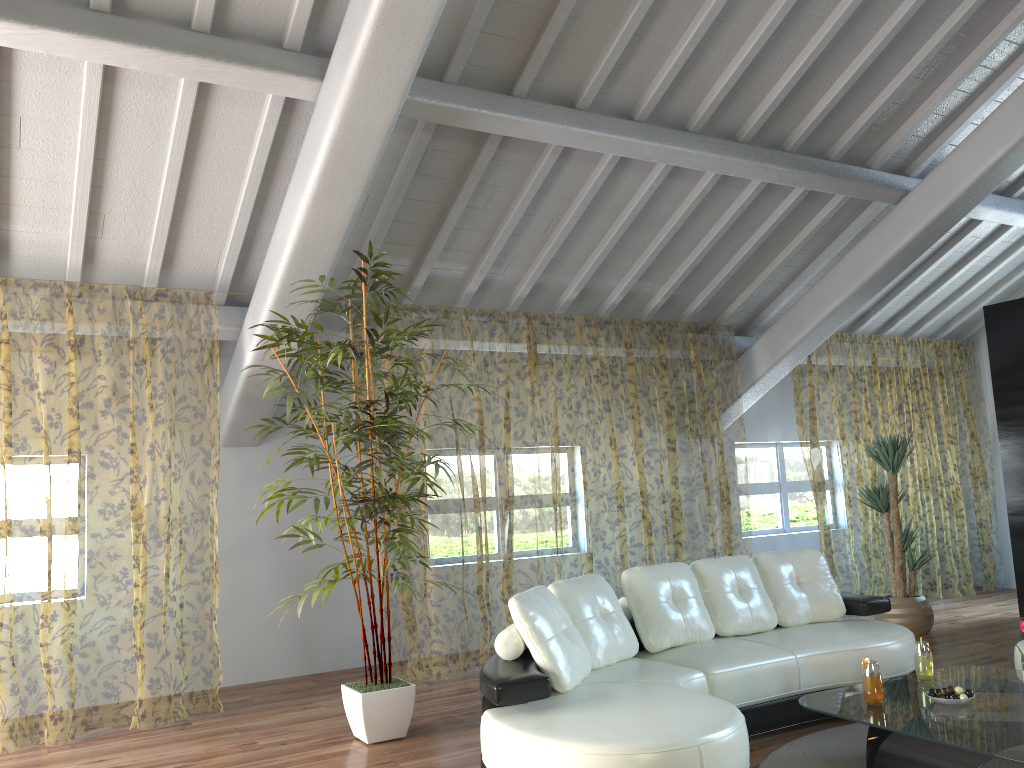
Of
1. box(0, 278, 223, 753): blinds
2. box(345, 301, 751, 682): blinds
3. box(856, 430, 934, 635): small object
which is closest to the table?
box(856, 430, 934, 635): small object

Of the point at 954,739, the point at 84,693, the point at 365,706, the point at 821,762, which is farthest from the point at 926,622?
the point at 84,693

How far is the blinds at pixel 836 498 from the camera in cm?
1352

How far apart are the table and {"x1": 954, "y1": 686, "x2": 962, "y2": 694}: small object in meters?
0.1

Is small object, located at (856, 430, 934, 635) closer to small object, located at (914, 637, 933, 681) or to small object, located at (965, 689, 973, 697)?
small object, located at (914, 637, 933, 681)

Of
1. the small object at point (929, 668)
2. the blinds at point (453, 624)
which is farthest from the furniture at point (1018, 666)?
the blinds at point (453, 624)

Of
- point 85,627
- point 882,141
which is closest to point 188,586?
point 85,627

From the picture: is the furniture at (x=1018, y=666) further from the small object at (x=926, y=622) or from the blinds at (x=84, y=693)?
the blinds at (x=84, y=693)

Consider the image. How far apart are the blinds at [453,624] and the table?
2.8 meters

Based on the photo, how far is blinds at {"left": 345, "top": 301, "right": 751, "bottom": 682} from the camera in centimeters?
1066cm
